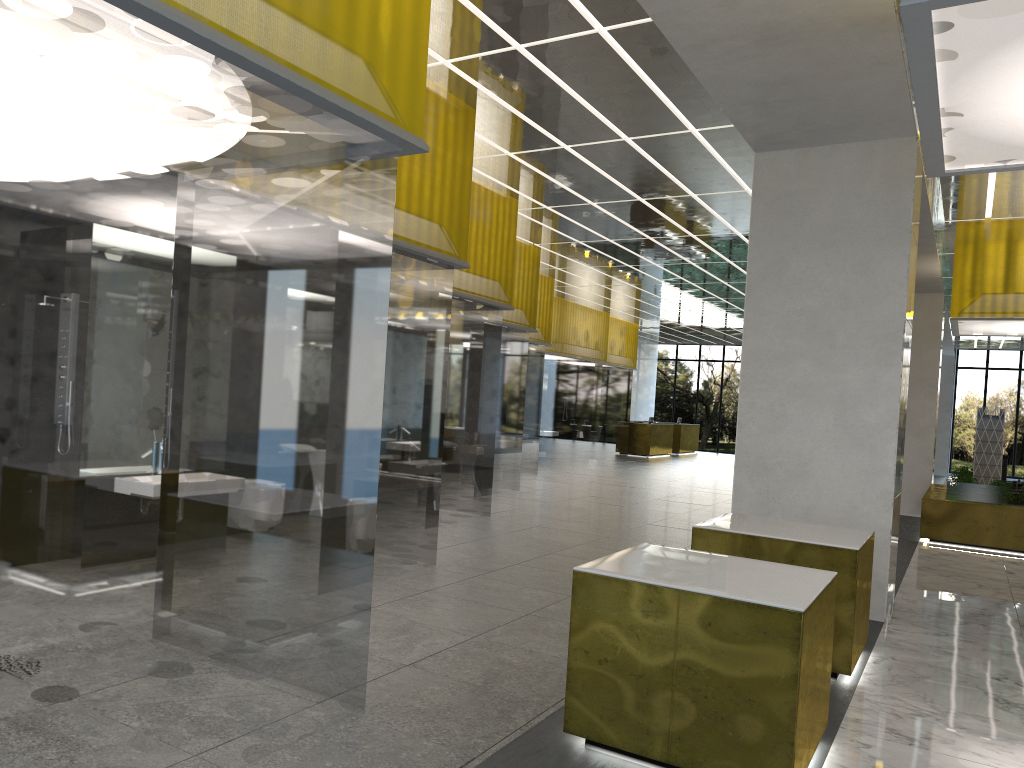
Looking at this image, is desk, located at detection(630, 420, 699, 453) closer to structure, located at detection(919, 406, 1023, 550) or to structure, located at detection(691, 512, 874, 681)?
structure, located at detection(919, 406, 1023, 550)

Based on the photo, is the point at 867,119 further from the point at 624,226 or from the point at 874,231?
the point at 624,226

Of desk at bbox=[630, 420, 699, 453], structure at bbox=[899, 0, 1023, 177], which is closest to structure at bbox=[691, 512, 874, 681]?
structure at bbox=[899, 0, 1023, 177]

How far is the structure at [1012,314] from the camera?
16.85m

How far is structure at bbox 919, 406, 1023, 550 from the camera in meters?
17.1

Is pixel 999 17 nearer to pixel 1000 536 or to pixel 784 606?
pixel 784 606

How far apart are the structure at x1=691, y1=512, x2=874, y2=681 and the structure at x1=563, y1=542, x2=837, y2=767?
1.6m

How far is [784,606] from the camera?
5.12m

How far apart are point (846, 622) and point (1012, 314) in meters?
11.8 m

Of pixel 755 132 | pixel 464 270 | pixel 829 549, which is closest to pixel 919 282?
pixel 464 270
